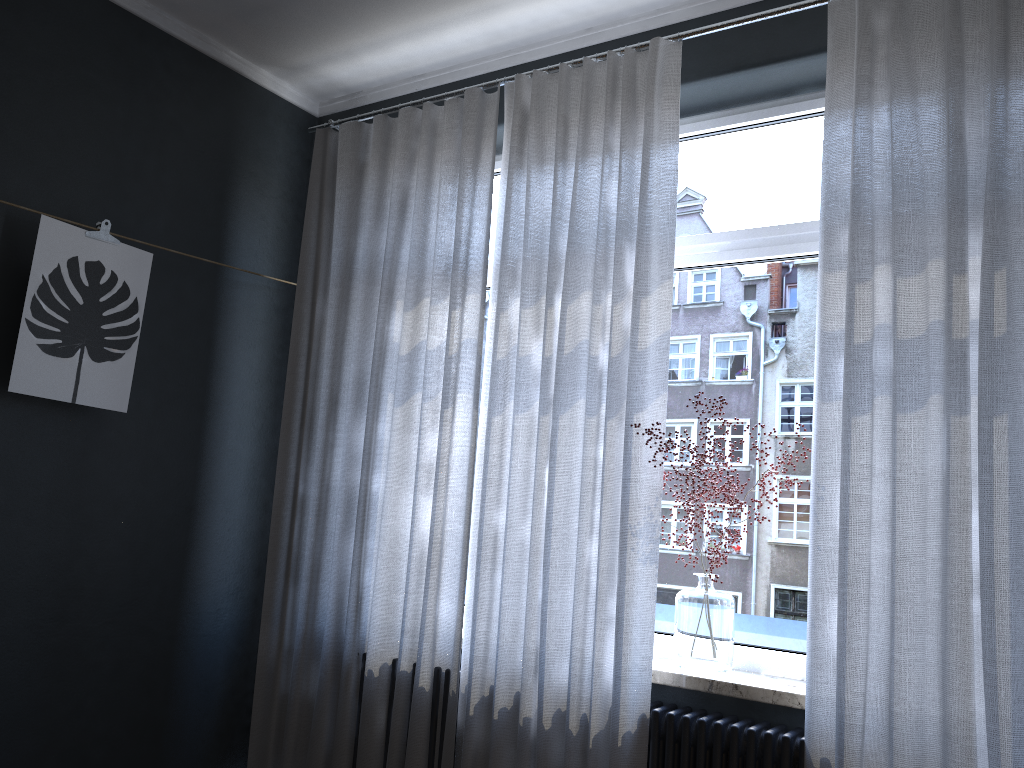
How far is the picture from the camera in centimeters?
278cm

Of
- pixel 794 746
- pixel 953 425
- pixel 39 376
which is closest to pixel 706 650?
pixel 794 746

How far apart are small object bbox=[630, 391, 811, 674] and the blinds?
0.1m

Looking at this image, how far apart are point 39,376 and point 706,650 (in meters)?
2.21

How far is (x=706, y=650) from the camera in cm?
259

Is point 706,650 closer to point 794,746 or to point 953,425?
point 794,746

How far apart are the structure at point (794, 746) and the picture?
1.38m

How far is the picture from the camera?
2.78m

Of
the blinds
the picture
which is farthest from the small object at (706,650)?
the picture

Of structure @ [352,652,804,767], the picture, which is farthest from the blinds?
the picture
